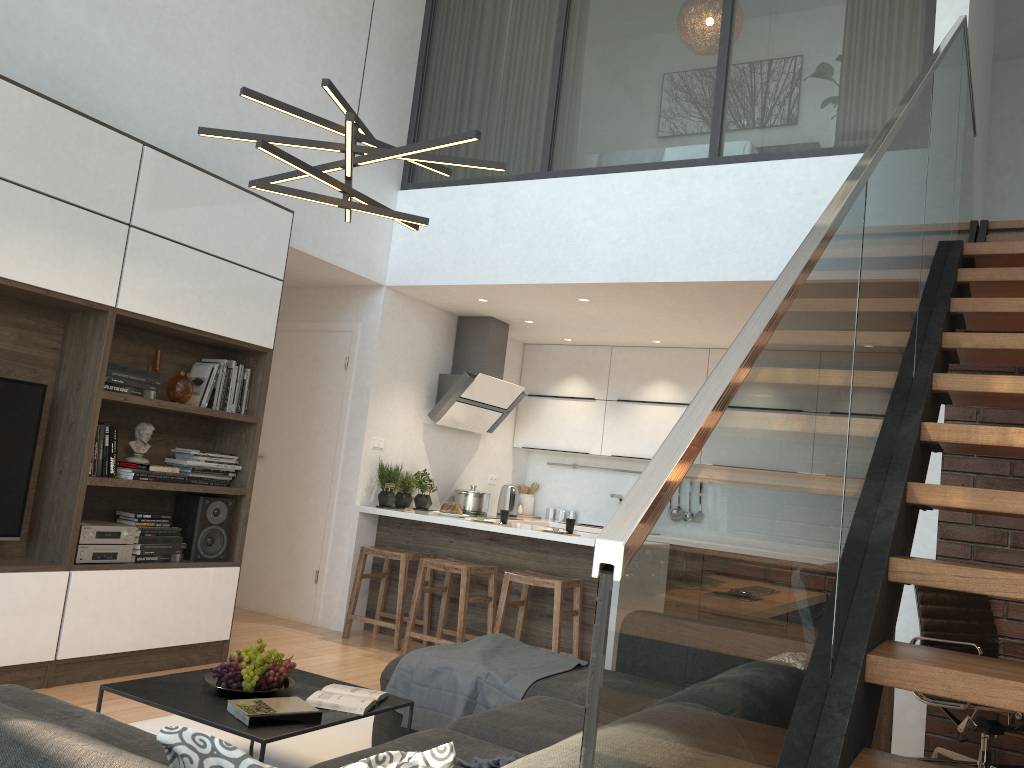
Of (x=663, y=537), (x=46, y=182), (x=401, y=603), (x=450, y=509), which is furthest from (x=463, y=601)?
(x=663, y=537)

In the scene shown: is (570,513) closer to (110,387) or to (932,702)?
(932,702)

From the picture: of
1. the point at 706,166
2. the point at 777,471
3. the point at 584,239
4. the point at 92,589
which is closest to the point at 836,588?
the point at 777,471

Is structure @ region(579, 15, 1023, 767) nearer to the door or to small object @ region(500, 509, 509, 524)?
small object @ region(500, 509, 509, 524)

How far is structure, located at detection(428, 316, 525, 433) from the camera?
6.70m

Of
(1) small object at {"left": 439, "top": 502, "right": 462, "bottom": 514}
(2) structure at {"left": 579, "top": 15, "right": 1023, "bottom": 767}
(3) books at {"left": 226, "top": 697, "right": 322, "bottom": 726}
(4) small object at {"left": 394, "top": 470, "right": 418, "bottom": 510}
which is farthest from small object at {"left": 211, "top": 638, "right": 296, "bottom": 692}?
(4) small object at {"left": 394, "top": 470, "right": 418, "bottom": 510}

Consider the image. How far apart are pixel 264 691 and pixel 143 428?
2.09m

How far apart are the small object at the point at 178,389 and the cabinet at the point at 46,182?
0.1m

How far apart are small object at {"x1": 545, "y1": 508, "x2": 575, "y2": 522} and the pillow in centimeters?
659cm

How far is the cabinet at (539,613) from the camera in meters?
5.5
